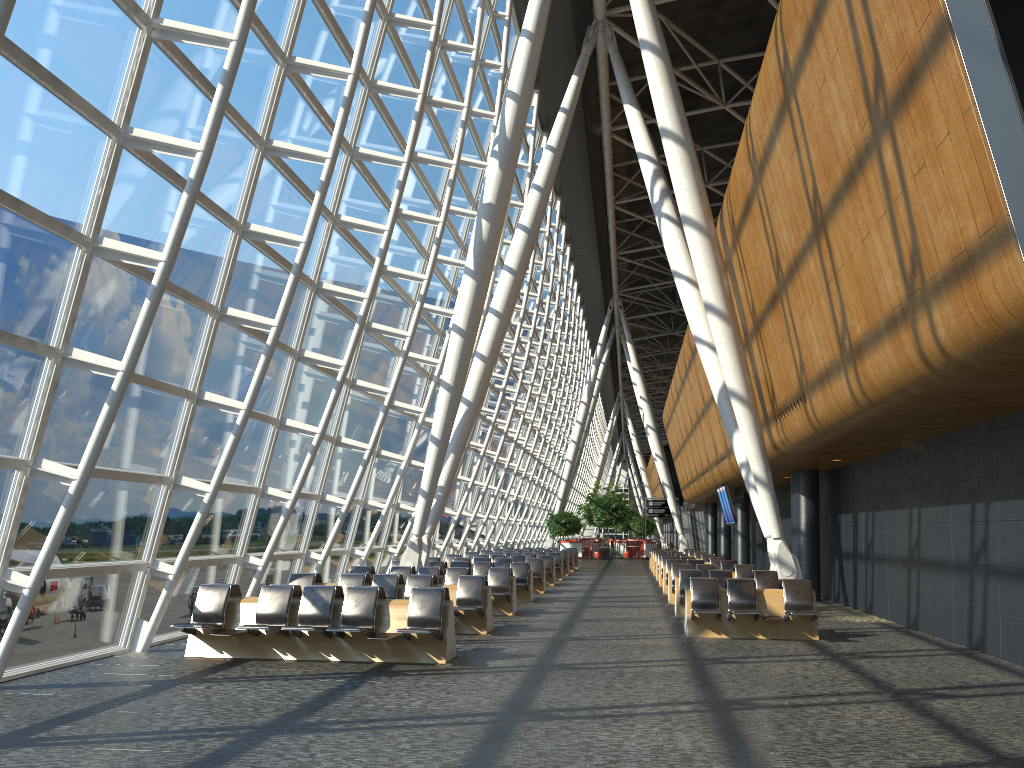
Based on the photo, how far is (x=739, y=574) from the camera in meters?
18.7 m

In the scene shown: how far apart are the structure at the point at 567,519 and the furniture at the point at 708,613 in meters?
34.7 m

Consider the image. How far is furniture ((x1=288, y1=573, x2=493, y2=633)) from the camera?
13.1m

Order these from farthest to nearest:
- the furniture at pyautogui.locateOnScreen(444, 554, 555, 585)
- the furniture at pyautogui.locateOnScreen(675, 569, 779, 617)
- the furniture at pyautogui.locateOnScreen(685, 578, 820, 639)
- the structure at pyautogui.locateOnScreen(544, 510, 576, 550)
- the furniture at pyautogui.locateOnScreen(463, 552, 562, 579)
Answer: the structure at pyautogui.locateOnScreen(544, 510, 576, 550), the furniture at pyautogui.locateOnScreen(463, 552, 562, 579), the furniture at pyautogui.locateOnScreen(444, 554, 555, 585), the furniture at pyautogui.locateOnScreen(675, 569, 779, 617), the furniture at pyautogui.locateOnScreen(685, 578, 820, 639)

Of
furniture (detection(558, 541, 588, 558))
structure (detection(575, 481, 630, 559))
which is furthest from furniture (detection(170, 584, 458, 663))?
structure (detection(575, 481, 630, 559))

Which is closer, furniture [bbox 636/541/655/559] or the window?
the window

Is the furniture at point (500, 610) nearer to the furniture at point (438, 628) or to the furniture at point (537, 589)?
the furniture at point (438, 628)

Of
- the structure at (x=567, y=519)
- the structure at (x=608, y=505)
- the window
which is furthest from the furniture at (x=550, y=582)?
the structure at (x=608, y=505)

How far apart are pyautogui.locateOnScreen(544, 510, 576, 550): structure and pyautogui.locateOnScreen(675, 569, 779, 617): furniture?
31.9 meters

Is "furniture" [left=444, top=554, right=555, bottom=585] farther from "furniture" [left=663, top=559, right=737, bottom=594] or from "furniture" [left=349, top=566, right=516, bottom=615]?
"furniture" [left=349, top=566, right=516, bottom=615]
